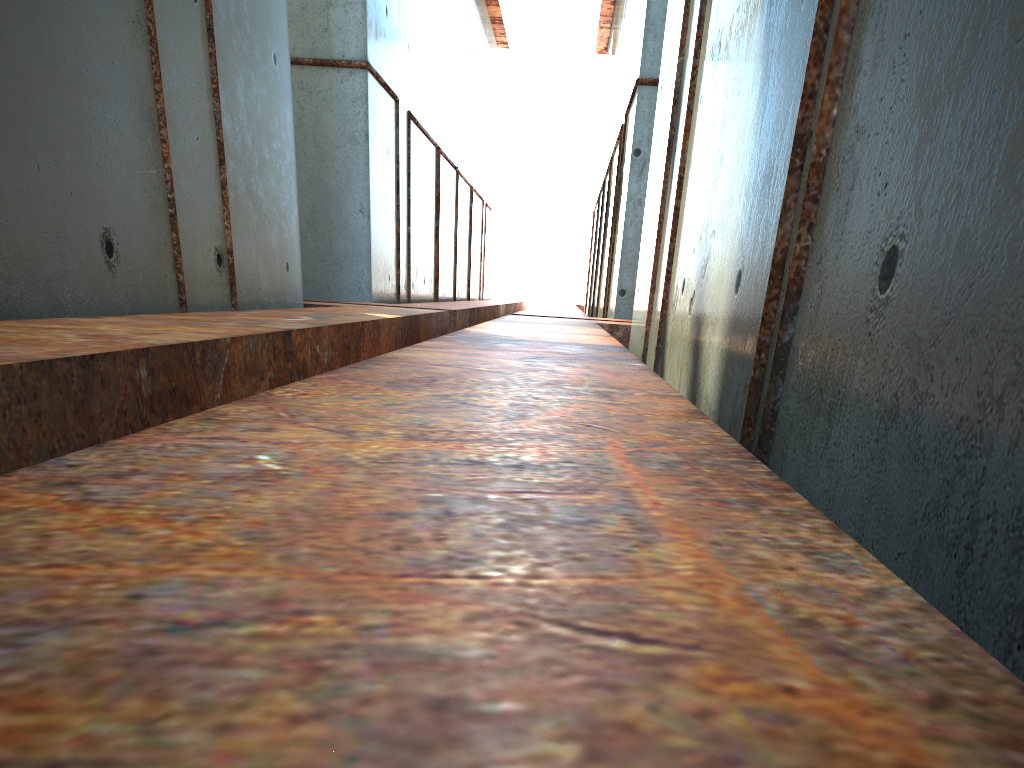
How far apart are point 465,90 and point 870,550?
30.0 meters

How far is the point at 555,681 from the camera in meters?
0.7 m

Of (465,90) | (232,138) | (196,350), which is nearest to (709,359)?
(196,350)
